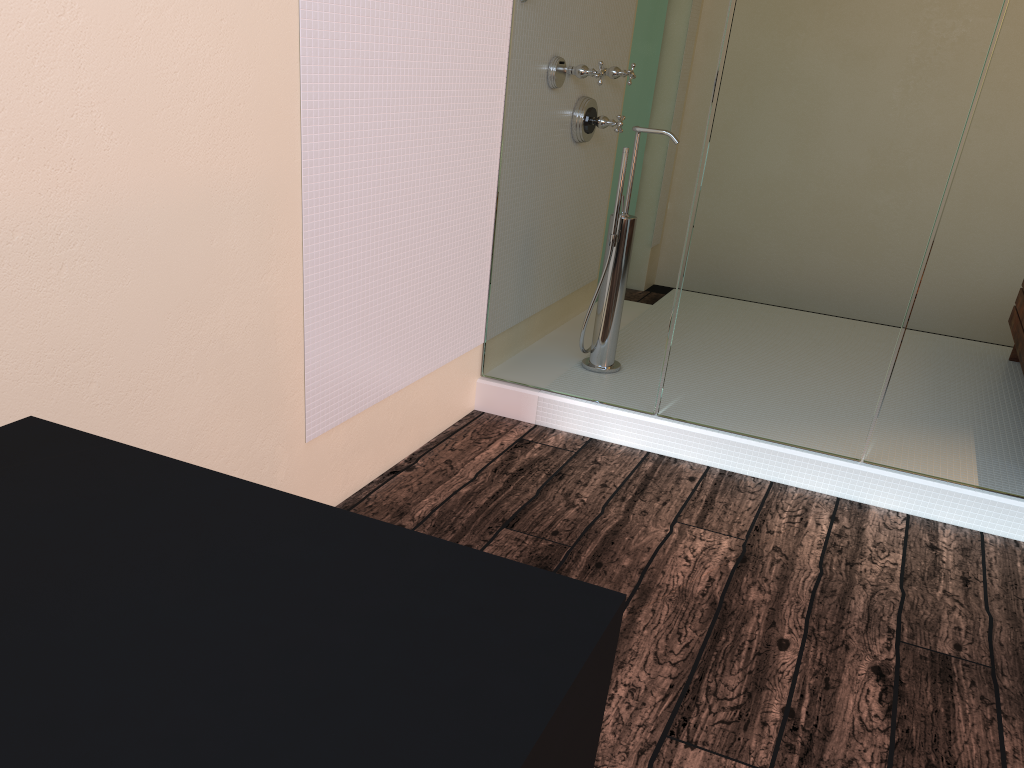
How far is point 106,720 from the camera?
0.7m

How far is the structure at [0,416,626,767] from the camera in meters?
0.7

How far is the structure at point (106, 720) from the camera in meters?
0.7 m
